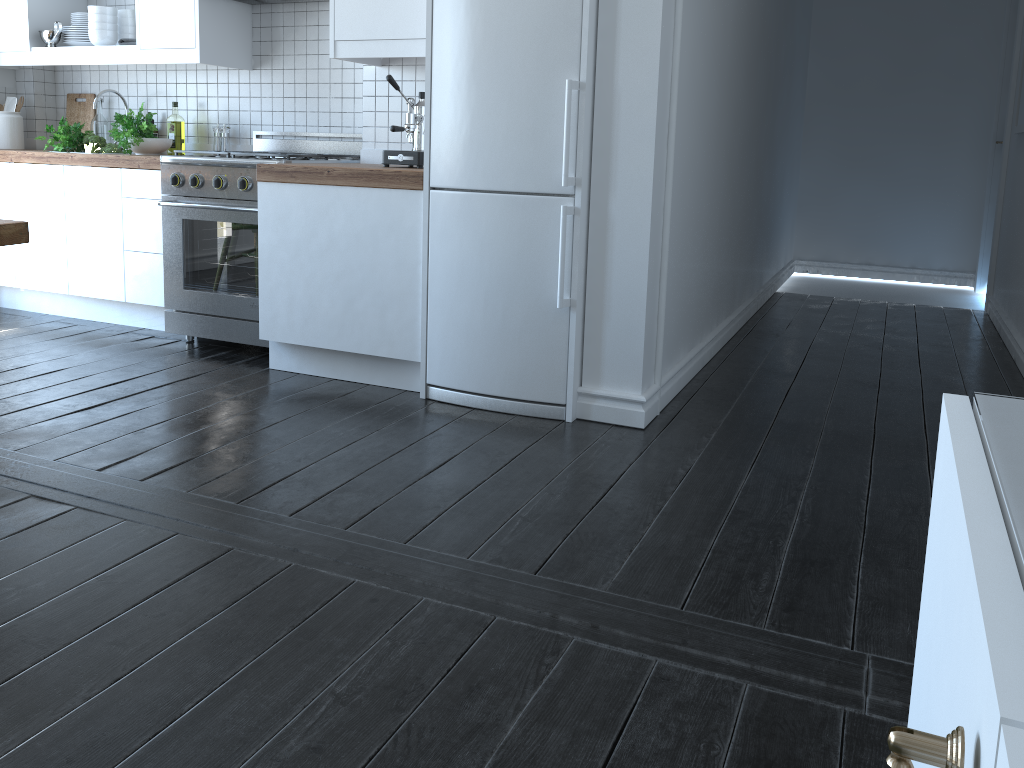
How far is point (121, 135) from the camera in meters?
4.3 m

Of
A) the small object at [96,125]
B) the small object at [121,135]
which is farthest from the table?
the small object at [96,125]

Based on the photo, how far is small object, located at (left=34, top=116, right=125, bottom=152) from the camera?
4.5m

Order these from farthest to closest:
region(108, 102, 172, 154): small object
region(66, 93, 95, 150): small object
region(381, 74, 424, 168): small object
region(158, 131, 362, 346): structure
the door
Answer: the door < region(66, 93, 95, 150): small object < region(108, 102, 172, 154): small object < region(158, 131, 362, 346): structure < region(381, 74, 424, 168): small object

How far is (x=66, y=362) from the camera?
3.8 meters

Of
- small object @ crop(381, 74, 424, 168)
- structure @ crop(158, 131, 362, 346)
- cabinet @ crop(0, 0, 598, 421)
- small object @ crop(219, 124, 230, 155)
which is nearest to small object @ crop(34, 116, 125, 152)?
cabinet @ crop(0, 0, 598, 421)

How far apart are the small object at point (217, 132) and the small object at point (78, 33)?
0.8m

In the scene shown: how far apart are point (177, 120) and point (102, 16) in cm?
58

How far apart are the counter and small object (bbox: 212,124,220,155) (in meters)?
0.44

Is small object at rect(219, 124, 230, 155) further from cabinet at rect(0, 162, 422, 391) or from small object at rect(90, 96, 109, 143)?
small object at rect(90, 96, 109, 143)
